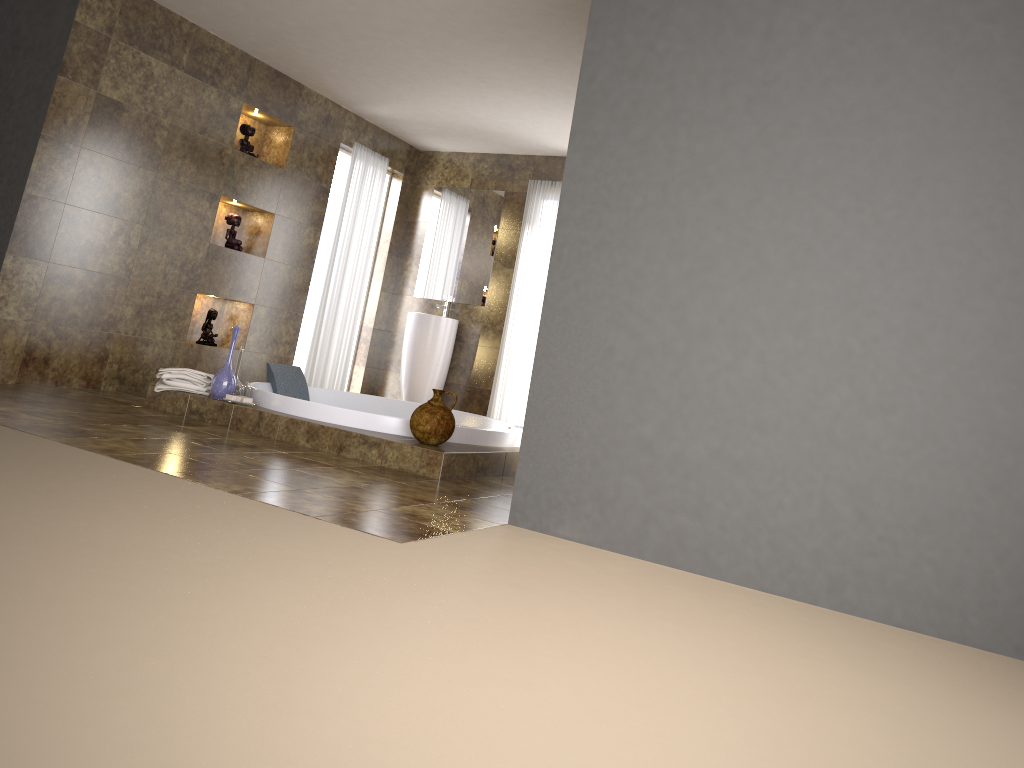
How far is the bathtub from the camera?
4.70m

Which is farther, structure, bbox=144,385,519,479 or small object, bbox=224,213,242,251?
small object, bbox=224,213,242,251

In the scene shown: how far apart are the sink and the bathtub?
1.21m

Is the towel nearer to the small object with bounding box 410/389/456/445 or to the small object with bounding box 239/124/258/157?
the small object with bounding box 410/389/456/445

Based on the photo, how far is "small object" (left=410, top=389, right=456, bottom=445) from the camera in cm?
441

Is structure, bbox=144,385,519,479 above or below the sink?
below

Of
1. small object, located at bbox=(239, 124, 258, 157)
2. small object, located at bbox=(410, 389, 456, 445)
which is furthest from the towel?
small object, located at bbox=(239, 124, 258, 157)

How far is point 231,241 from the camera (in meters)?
6.39

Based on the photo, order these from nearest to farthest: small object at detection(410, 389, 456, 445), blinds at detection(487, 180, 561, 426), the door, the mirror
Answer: small object at detection(410, 389, 456, 445) < blinds at detection(487, 180, 561, 426) < the mirror < the door

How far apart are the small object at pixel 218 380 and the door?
3.3 meters
